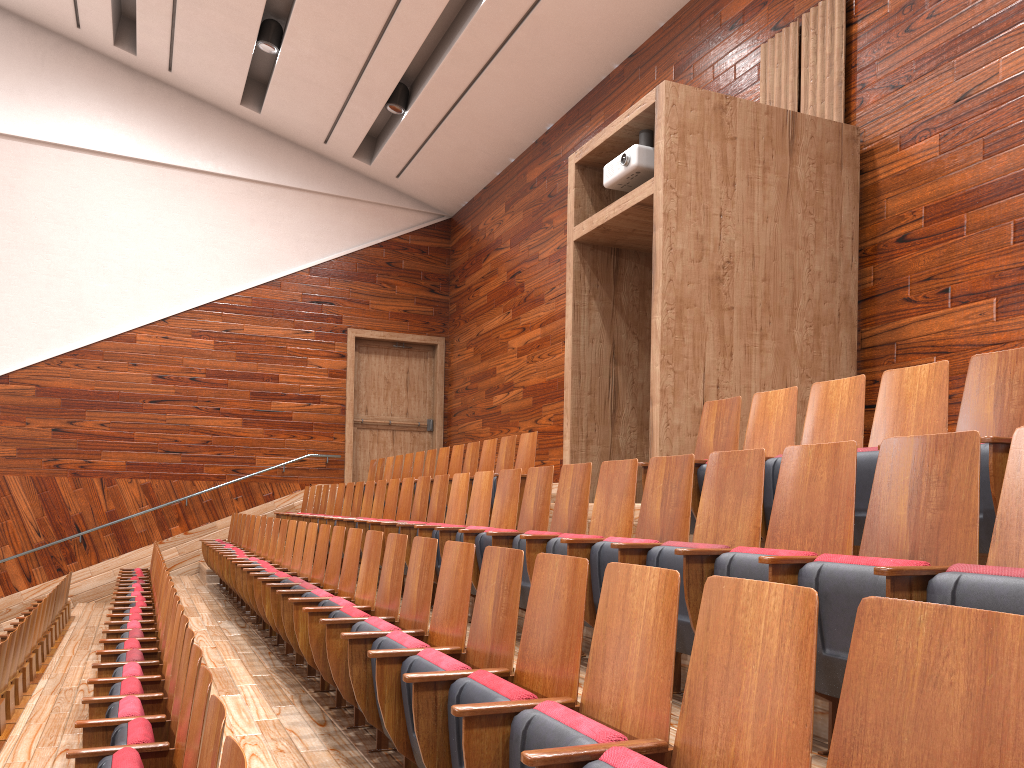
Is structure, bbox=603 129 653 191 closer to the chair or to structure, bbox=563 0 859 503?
structure, bbox=563 0 859 503

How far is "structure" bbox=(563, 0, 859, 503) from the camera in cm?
49

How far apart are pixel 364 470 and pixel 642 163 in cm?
80

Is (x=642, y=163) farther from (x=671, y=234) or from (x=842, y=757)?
(x=842, y=757)

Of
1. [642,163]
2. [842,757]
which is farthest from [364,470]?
[842,757]

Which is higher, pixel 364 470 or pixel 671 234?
pixel 671 234

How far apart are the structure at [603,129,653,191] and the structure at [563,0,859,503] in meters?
0.0

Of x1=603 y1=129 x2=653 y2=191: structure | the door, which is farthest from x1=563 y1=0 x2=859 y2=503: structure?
the door

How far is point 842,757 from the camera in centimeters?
12cm

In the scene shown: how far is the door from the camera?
1.2m
